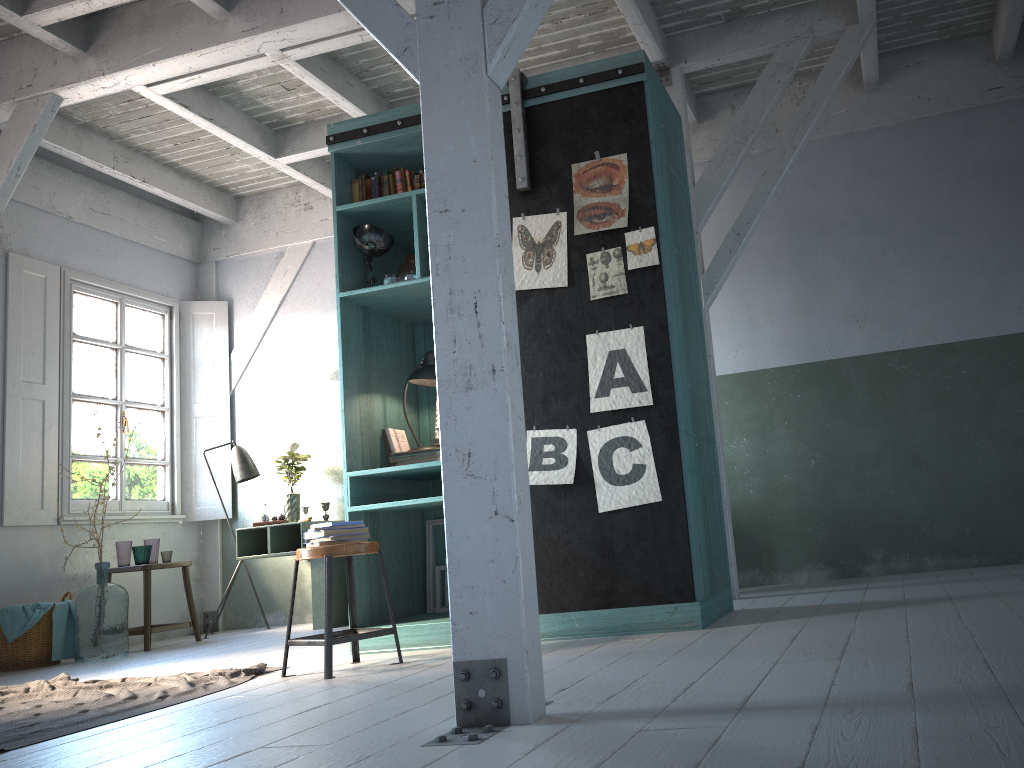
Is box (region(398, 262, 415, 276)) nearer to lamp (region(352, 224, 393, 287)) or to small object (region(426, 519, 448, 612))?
lamp (region(352, 224, 393, 287))

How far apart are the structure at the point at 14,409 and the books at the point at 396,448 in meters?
3.8 m

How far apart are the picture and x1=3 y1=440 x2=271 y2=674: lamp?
0.80m

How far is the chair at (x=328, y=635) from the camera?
4.4 meters

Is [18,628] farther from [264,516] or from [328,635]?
[328,635]

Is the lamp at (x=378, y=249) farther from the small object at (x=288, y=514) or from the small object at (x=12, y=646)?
the small object at (x=12, y=646)

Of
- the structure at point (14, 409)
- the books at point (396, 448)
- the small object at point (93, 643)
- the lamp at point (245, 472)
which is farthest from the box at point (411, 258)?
the structure at point (14, 409)

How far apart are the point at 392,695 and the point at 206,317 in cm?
690

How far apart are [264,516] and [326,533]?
3.92m

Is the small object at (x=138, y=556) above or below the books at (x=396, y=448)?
below
